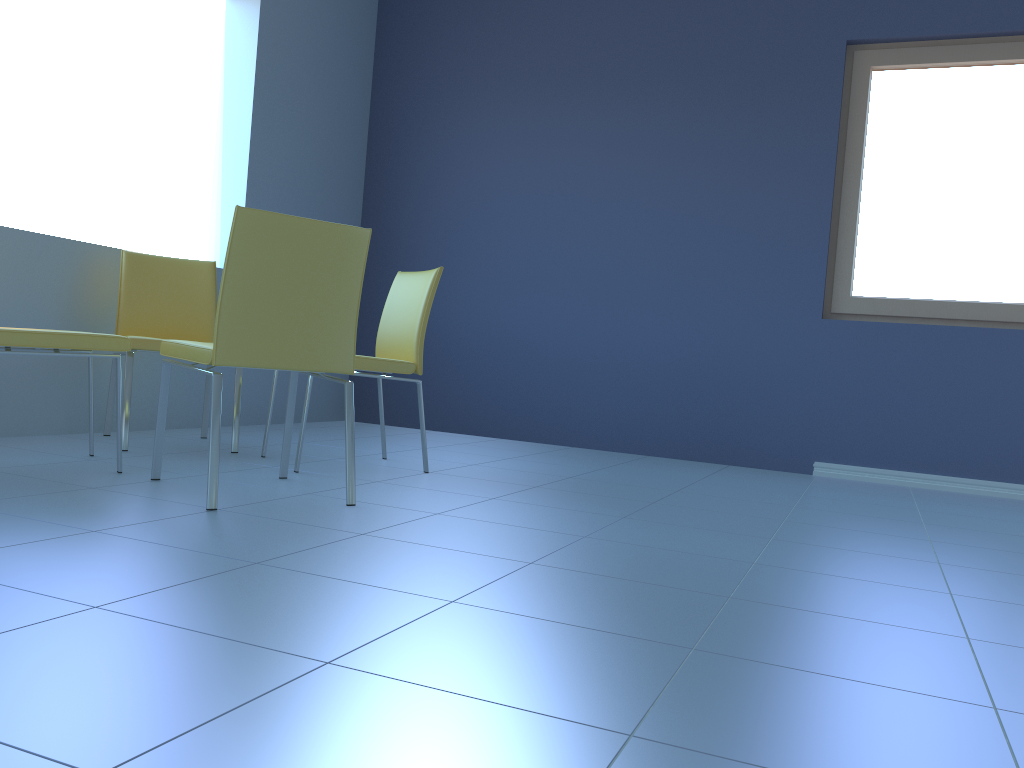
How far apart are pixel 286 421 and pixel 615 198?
2.4 meters

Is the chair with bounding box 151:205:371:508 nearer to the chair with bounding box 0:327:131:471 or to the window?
the chair with bounding box 0:327:131:471

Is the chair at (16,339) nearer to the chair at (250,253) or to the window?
the chair at (250,253)

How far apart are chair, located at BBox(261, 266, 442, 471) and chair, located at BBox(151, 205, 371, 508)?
0.3 meters

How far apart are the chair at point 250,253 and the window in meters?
2.6 m

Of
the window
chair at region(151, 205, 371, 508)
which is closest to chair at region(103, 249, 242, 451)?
chair at region(151, 205, 371, 508)

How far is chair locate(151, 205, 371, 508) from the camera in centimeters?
205cm

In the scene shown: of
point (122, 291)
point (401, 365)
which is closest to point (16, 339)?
point (122, 291)

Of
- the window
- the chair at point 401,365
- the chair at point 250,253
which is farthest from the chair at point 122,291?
the window

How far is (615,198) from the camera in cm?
441
